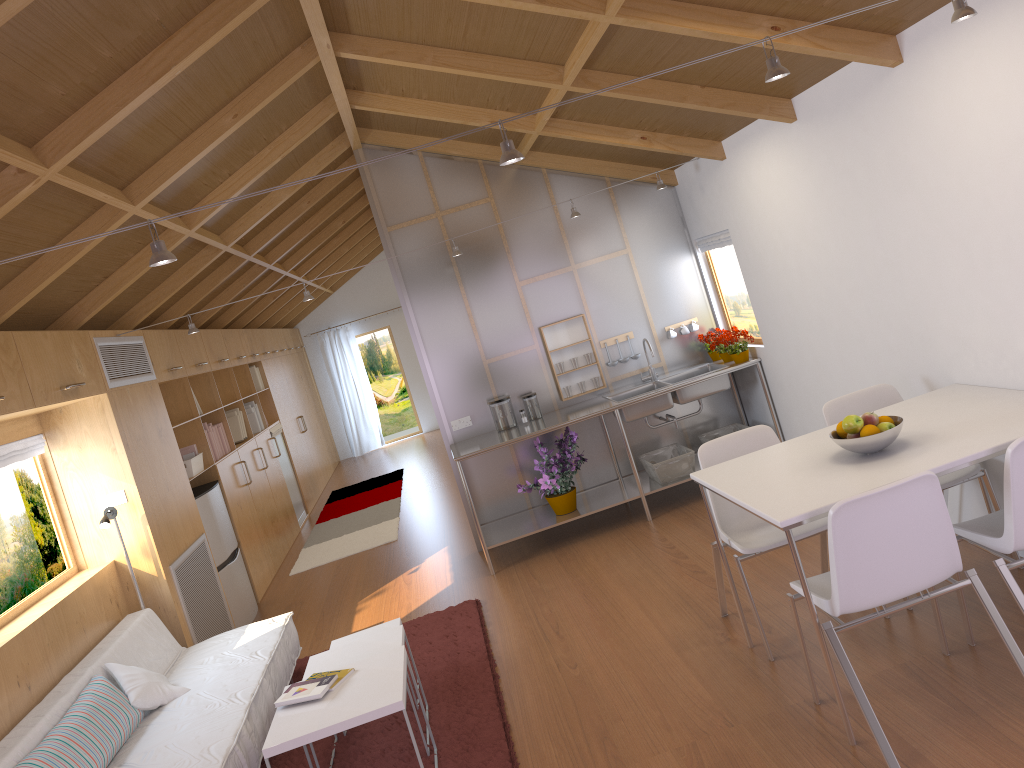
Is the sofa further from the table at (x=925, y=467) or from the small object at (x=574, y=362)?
the small object at (x=574, y=362)

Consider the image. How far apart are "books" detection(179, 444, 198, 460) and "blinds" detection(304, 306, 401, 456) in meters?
7.3

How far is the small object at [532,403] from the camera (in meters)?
6.15

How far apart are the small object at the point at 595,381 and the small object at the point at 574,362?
0.2 meters

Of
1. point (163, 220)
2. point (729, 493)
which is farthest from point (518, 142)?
point (729, 493)

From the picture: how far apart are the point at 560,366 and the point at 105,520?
3.06m

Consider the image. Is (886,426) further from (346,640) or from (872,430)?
(346,640)

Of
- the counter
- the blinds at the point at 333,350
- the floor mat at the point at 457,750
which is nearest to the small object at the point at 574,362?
the counter

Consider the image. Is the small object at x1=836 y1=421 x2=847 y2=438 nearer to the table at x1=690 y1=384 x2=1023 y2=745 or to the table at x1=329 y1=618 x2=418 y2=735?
the table at x1=690 y1=384 x2=1023 y2=745

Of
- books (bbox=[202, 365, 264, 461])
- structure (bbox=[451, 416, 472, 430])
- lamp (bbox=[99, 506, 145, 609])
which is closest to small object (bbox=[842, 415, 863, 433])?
structure (bbox=[451, 416, 472, 430])
